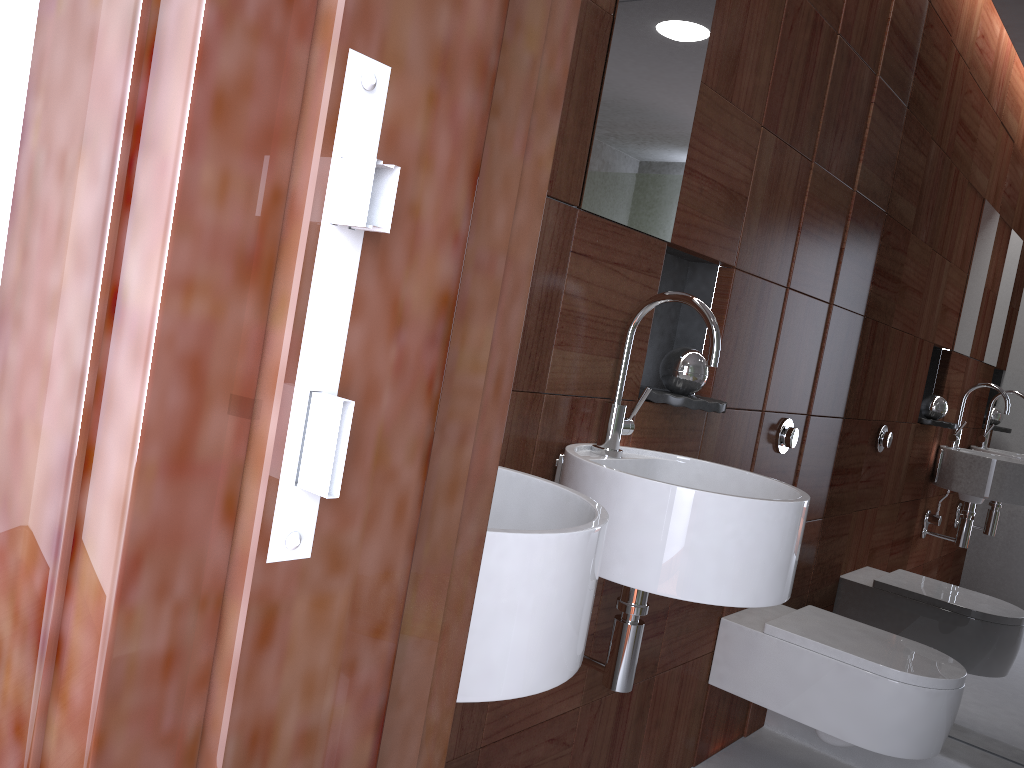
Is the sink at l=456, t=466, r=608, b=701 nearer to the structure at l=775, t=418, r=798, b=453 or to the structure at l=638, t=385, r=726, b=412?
the structure at l=638, t=385, r=726, b=412

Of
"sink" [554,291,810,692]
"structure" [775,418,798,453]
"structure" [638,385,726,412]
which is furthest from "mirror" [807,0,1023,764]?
"sink" [554,291,810,692]

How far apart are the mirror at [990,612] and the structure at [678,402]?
1.08m

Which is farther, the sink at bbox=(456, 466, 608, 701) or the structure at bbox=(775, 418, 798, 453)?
the structure at bbox=(775, 418, 798, 453)

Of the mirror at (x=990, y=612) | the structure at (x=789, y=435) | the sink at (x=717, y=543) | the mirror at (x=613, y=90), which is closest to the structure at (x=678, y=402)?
the sink at (x=717, y=543)

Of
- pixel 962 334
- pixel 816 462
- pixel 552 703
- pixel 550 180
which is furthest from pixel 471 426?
pixel 962 334

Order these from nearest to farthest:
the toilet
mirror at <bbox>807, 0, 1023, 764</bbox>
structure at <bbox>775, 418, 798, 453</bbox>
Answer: the toilet < structure at <bbox>775, 418, 798, 453</bbox> < mirror at <bbox>807, 0, 1023, 764</bbox>

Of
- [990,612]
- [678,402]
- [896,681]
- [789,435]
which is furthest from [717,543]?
[990,612]

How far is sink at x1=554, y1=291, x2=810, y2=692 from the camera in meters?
1.3 m

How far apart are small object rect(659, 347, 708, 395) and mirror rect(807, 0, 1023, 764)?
1.1 meters
